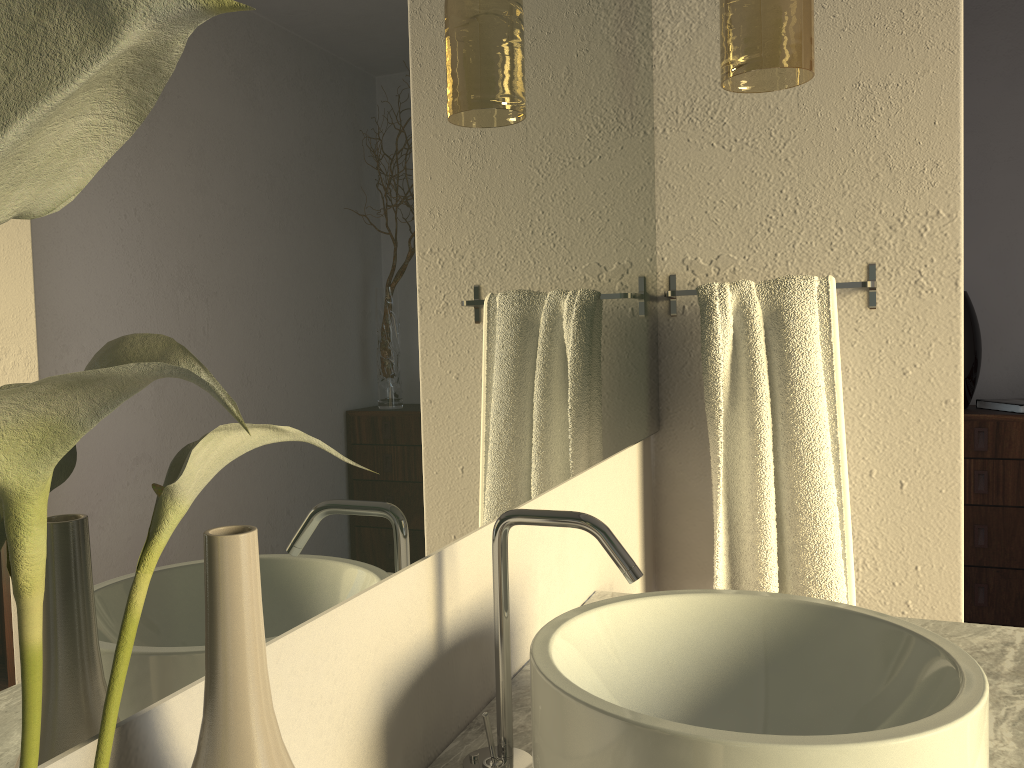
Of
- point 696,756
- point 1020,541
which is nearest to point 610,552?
point 696,756

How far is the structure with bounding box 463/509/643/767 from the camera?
0.8 meters

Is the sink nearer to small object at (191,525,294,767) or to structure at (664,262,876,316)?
small object at (191,525,294,767)

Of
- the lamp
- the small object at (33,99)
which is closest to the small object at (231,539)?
the small object at (33,99)

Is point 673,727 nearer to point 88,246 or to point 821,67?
point 88,246

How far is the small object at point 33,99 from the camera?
0.23m

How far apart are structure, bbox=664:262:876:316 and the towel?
0.0m

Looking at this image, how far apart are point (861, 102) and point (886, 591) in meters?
0.9 m

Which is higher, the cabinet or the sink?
the sink

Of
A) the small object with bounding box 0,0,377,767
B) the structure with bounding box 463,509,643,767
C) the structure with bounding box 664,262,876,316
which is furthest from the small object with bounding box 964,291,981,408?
the small object with bounding box 0,0,377,767
